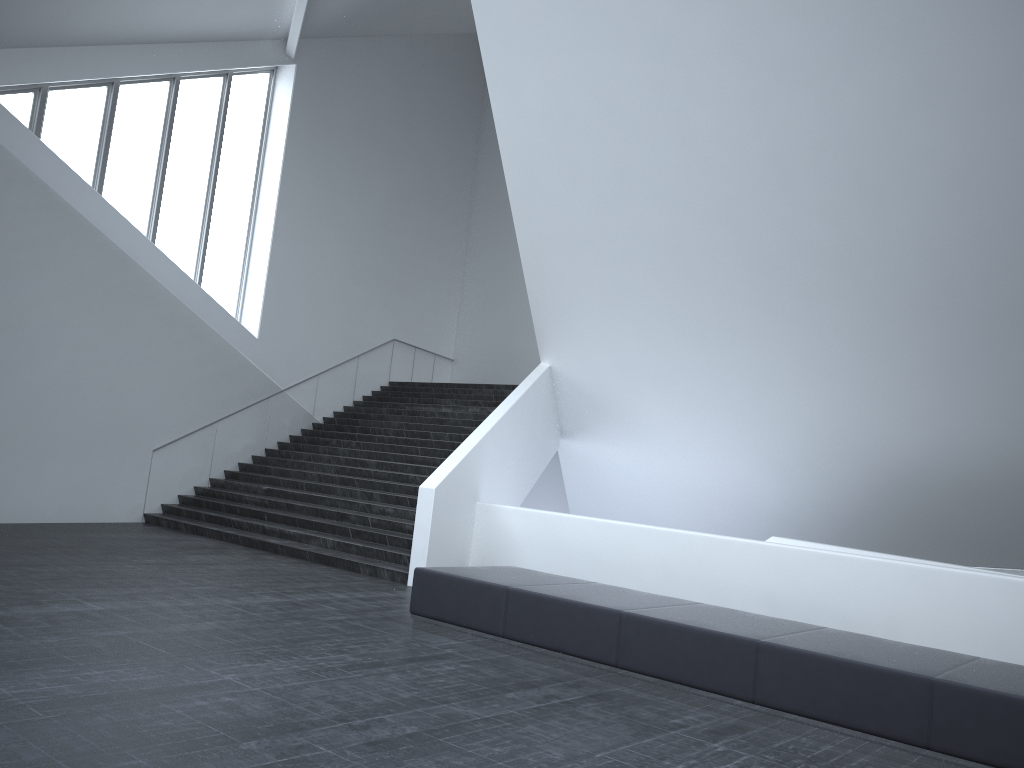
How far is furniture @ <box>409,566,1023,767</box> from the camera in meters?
5.5 m

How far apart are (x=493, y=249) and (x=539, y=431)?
10.21m

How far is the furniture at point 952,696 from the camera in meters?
5.5 m

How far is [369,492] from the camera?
14.6 meters

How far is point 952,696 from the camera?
5.45m
